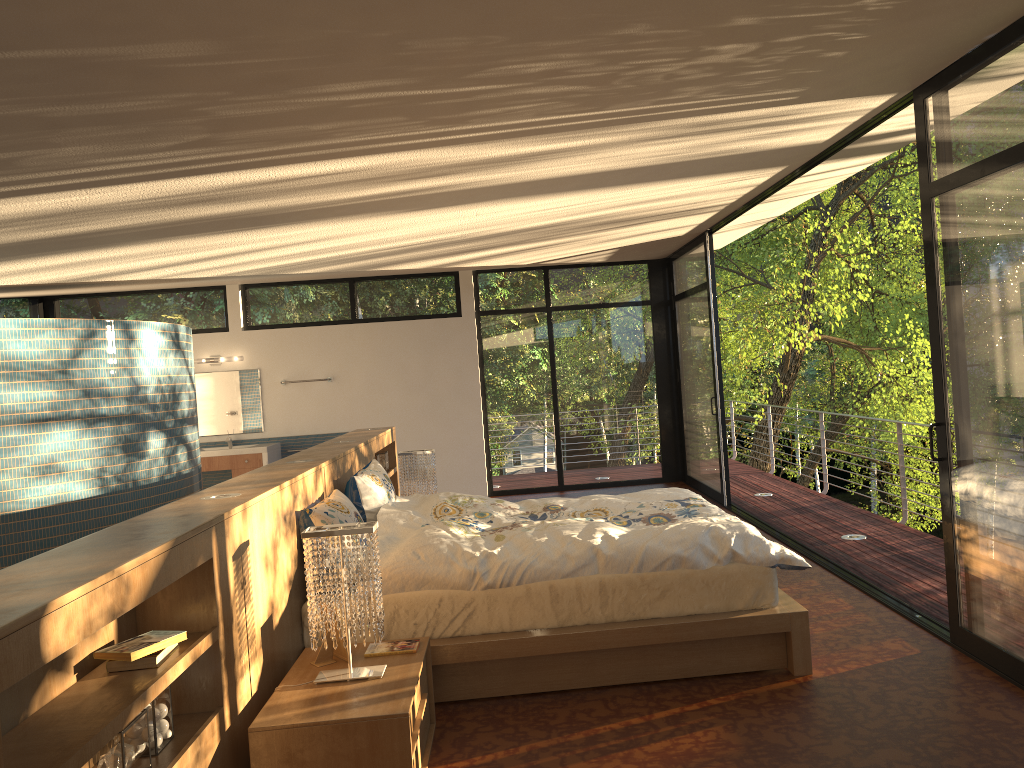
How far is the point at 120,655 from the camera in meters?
2.4 m

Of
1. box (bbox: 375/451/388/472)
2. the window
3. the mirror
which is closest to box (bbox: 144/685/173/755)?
the window

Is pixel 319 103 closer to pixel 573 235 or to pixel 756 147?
pixel 756 147

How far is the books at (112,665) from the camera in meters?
2.4

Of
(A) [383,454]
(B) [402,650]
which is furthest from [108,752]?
(A) [383,454]

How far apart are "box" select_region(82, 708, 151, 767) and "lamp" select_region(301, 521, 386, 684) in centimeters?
78cm

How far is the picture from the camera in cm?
327

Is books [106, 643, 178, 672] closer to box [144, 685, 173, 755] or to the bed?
box [144, 685, 173, 755]

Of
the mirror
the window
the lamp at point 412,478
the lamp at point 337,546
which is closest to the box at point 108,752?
the lamp at point 337,546

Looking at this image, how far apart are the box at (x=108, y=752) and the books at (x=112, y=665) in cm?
13
